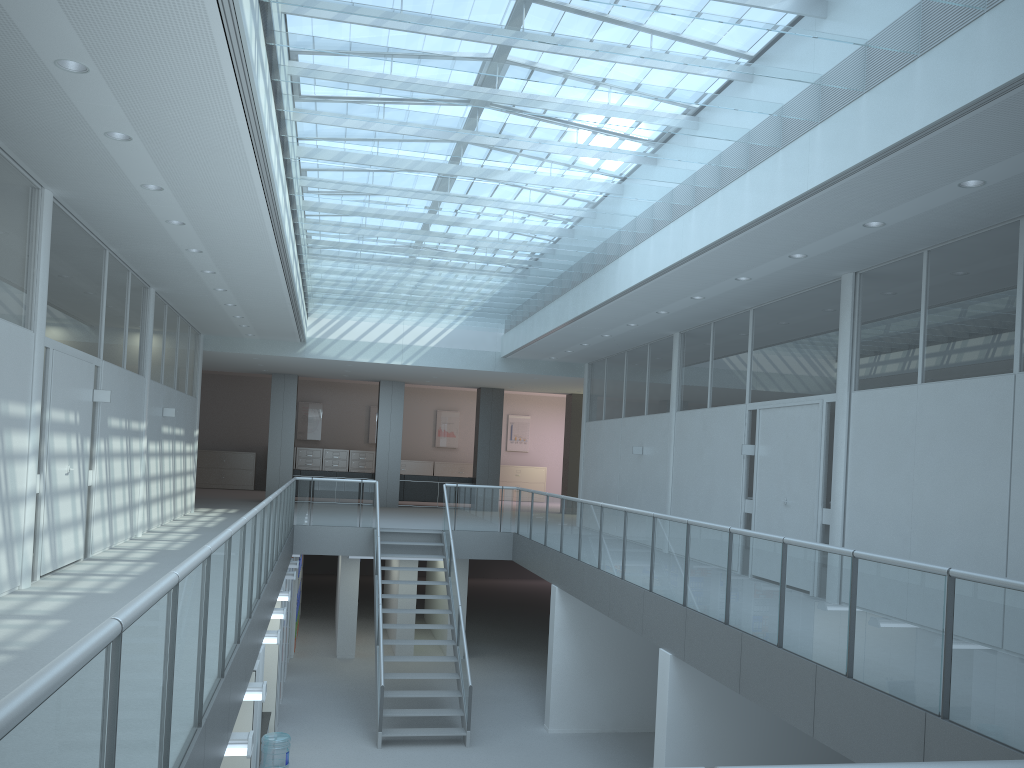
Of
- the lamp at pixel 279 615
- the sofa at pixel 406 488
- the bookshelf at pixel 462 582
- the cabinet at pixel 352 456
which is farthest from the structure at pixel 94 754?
the cabinet at pixel 352 456

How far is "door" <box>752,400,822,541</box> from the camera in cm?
866

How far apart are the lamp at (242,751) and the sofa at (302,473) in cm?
1509

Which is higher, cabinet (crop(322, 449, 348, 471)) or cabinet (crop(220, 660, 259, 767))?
cabinet (crop(322, 449, 348, 471))

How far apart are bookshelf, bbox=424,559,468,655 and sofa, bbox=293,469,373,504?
2.9 meters

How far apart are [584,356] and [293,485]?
5.7 meters

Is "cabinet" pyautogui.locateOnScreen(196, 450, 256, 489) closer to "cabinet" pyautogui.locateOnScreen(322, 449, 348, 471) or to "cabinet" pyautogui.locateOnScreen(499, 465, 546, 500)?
"cabinet" pyautogui.locateOnScreen(322, 449, 348, 471)

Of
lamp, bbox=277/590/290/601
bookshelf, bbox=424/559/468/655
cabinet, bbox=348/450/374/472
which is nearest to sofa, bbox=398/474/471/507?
bookshelf, bbox=424/559/468/655

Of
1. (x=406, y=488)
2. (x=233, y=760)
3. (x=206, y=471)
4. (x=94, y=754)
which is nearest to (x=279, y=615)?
(x=233, y=760)

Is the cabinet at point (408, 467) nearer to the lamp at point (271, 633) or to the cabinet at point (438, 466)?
the cabinet at point (438, 466)
